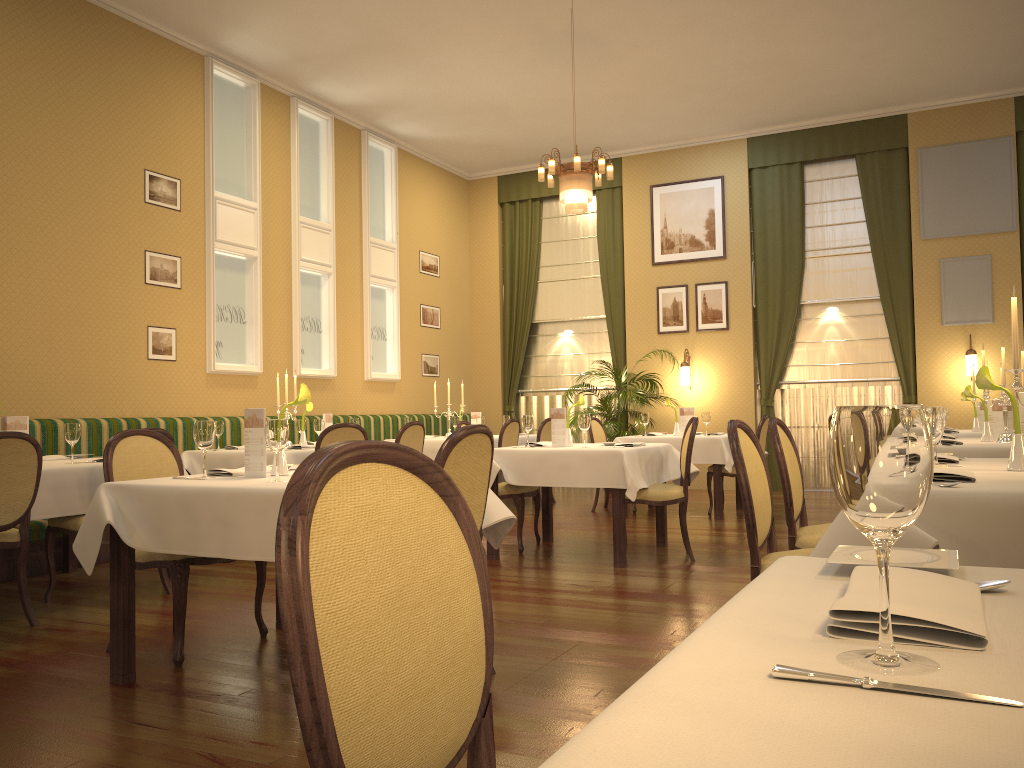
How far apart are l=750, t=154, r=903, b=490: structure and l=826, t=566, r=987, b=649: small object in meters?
10.2

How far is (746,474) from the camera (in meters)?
2.94

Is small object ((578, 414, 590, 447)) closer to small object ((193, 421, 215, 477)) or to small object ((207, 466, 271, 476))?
small object ((207, 466, 271, 476))

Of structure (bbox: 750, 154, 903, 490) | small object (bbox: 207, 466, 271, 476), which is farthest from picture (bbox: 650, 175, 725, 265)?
small object (bbox: 207, 466, 271, 476)

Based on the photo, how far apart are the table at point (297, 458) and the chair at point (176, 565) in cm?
221

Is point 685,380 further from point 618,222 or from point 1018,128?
point 1018,128

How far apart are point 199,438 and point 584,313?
9.01m

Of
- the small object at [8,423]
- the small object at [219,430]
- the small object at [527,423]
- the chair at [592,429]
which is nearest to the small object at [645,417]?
the chair at [592,429]

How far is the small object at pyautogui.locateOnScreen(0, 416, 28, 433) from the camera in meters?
5.0 m

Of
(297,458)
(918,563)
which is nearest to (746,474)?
(918,563)
